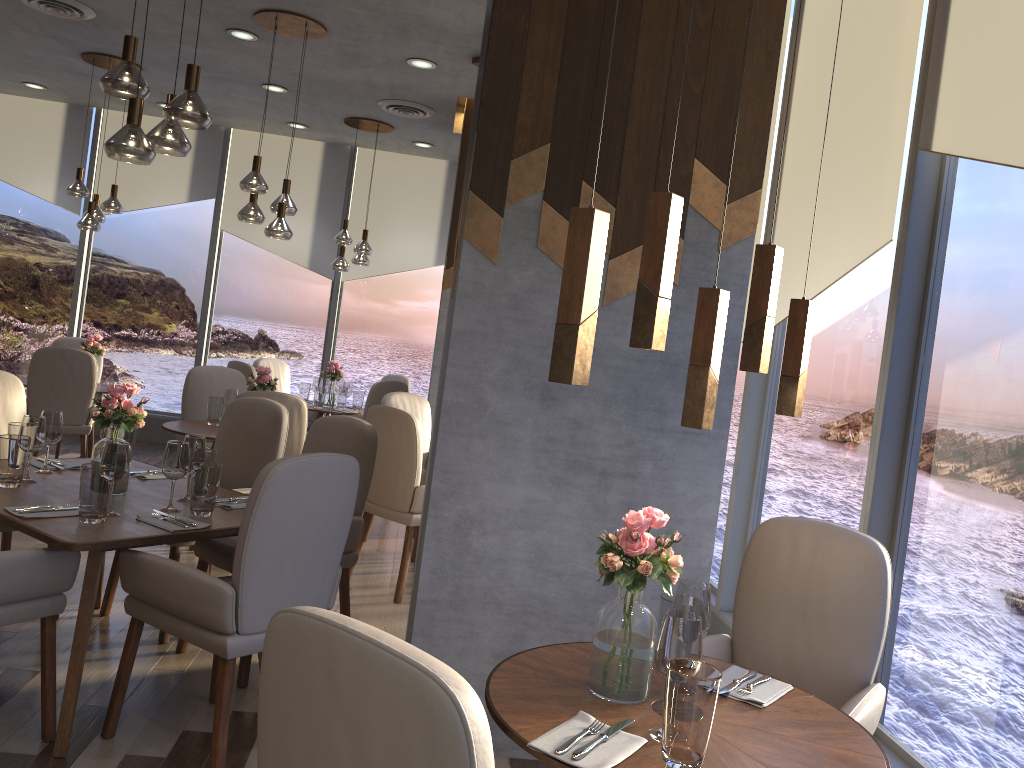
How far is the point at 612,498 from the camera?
3.1 meters

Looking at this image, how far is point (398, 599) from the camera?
4.6m

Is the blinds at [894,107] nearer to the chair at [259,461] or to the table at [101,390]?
the chair at [259,461]

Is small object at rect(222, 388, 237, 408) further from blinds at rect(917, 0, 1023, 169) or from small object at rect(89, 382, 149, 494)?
blinds at rect(917, 0, 1023, 169)

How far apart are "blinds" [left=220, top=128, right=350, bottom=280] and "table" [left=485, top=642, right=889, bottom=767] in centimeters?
717cm

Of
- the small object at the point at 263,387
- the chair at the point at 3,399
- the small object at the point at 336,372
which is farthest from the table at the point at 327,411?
the chair at the point at 3,399

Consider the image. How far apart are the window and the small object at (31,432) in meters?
2.9

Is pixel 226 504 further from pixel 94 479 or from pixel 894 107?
pixel 894 107

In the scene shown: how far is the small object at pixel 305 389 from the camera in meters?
7.9 m

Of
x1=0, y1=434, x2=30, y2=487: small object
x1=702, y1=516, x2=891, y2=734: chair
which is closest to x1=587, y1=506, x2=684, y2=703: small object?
x1=702, y1=516, x2=891, y2=734: chair
